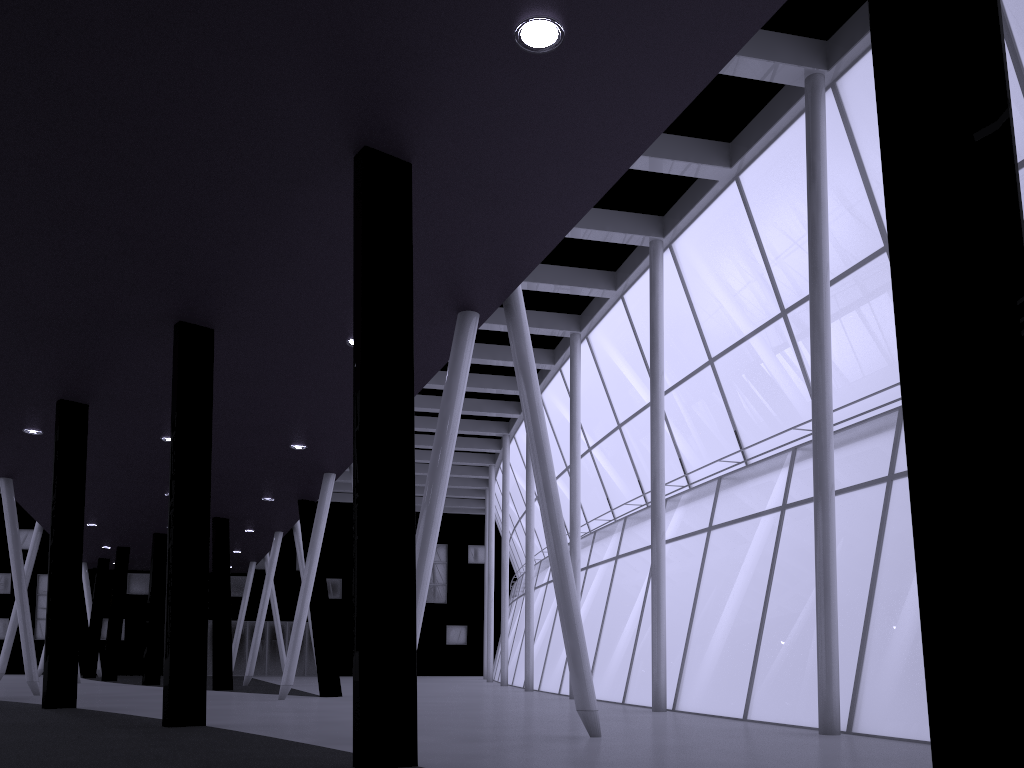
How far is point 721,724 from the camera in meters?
19.0
